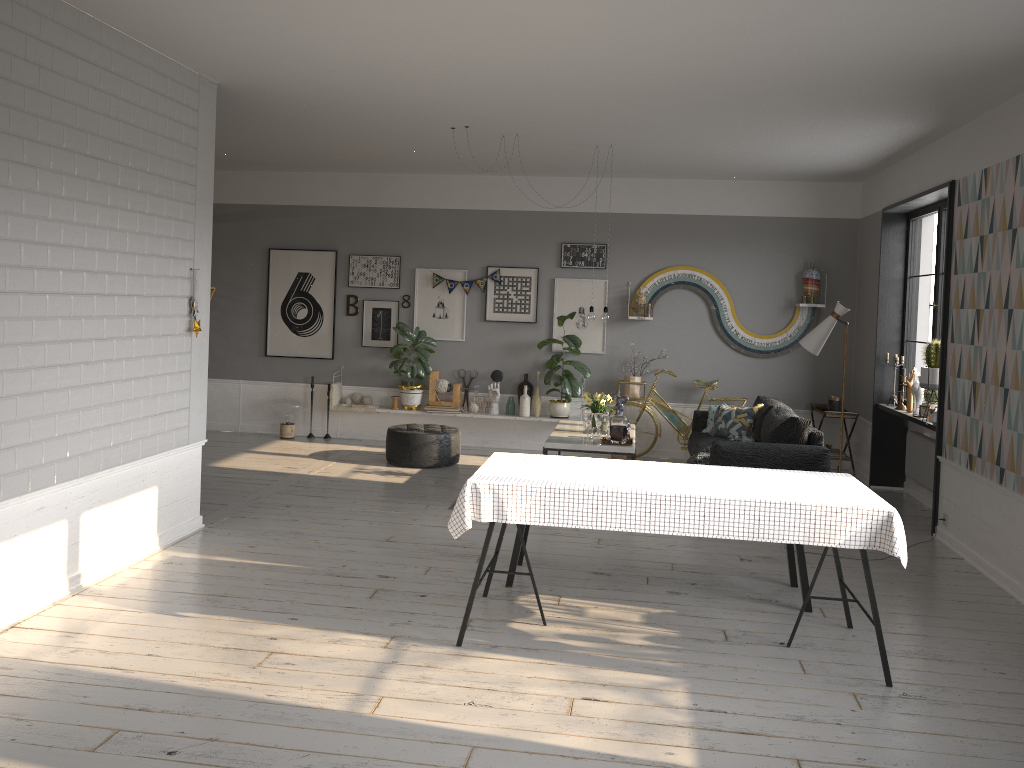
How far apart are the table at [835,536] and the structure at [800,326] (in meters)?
4.98

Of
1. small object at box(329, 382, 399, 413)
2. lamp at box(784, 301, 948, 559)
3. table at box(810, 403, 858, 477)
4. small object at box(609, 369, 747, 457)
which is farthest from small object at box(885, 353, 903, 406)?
small object at box(329, 382, 399, 413)

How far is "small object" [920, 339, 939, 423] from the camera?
6.8m

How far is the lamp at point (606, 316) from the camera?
7.6m

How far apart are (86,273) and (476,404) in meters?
5.5 m

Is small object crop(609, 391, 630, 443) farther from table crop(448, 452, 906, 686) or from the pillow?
table crop(448, 452, 906, 686)

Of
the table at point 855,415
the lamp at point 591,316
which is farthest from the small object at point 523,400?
the table at point 855,415

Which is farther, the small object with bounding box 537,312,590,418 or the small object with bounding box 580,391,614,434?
the small object with bounding box 537,312,590,418

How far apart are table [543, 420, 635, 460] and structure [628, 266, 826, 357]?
2.0m

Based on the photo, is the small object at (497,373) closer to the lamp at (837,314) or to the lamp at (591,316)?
the lamp at (591,316)
